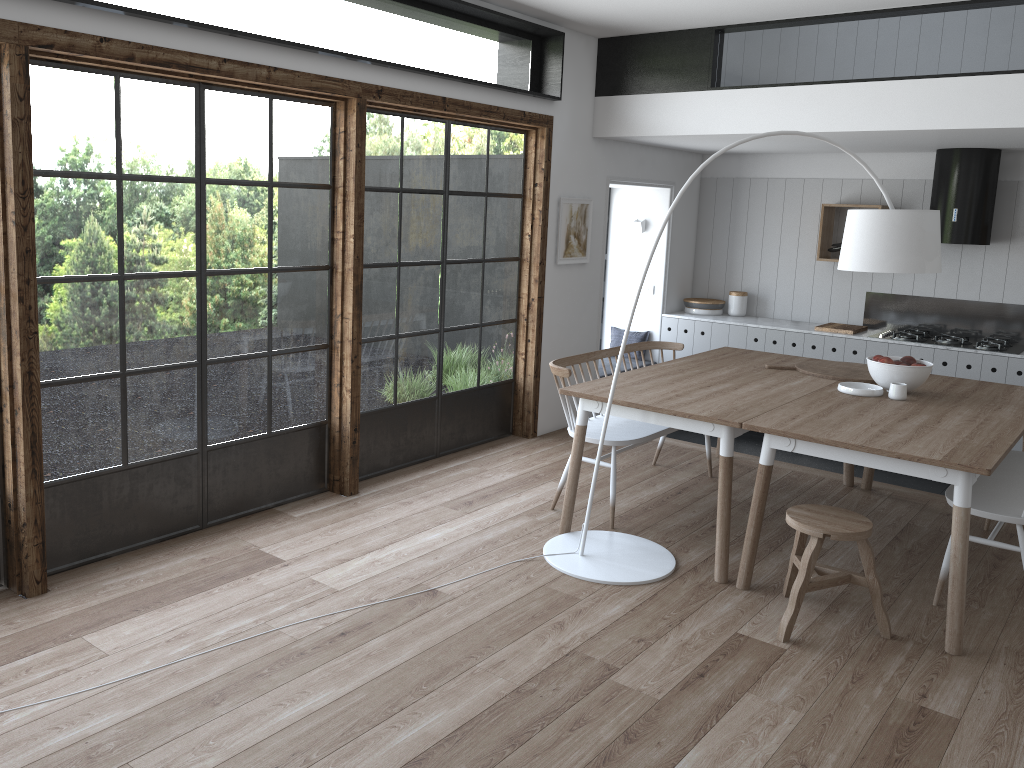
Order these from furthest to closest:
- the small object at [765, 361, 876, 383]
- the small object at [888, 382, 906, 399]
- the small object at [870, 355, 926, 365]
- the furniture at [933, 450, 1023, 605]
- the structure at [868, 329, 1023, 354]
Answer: the structure at [868, 329, 1023, 354]
the small object at [765, 361, 876, 383]
the small object at [870, 355, 926, 365]
the small object at [888, 382, 906, 399]
the furniture at [933, 450, 1023, 605]

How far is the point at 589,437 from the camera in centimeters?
466cm

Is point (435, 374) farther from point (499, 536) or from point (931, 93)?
point (931, 93)

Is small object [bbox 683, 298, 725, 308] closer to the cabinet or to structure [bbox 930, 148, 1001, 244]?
the cabinet

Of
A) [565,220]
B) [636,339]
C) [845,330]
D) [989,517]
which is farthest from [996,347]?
[565,220]

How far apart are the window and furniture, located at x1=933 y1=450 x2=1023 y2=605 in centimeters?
293cm

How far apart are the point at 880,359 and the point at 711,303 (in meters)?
3.15

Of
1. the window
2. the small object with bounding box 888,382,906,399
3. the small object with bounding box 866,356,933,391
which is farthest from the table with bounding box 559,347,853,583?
the window

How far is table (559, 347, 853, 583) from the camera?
4.03m

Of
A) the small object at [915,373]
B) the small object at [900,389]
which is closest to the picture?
the small object at [915,373]
